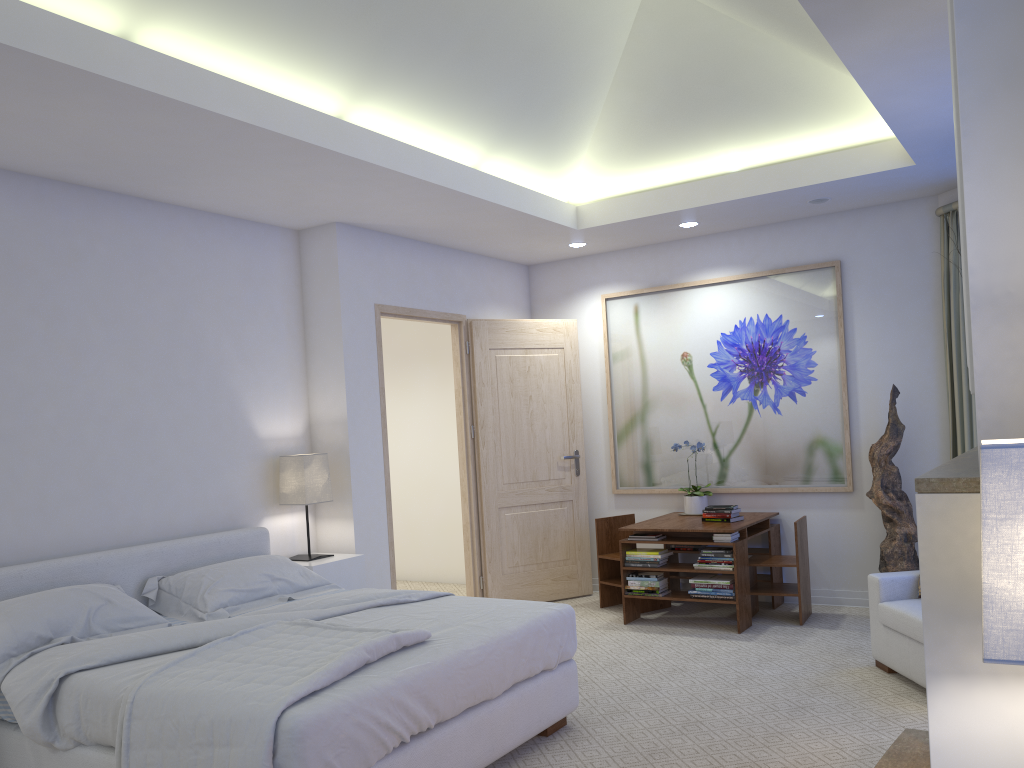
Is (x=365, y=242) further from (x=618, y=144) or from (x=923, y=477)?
(x=923, y=477)

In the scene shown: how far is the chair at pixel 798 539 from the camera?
5.2m

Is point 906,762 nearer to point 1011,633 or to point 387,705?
point 387,705

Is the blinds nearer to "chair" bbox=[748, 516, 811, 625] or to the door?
"chair" bbox=[748, 516, 811, 625]

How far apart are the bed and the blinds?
2.76m

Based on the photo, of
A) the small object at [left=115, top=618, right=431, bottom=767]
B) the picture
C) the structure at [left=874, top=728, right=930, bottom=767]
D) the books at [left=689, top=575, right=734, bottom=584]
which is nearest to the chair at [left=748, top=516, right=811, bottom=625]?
the books at [left=689, top=575, right=734, bottom=584]

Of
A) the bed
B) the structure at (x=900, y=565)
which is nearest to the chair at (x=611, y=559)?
the structure at (x=900, y=565)

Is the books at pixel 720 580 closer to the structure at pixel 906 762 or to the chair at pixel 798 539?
the chair at pixel 798 539

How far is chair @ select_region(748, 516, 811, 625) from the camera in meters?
5.2

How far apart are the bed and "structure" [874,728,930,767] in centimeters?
124cm
